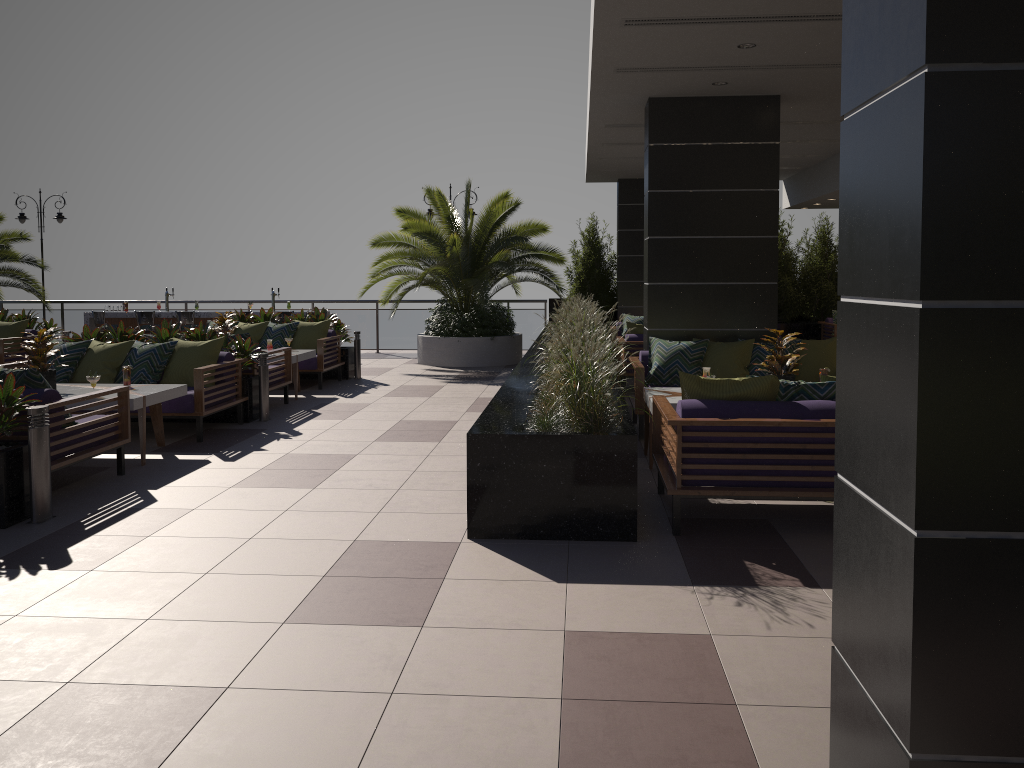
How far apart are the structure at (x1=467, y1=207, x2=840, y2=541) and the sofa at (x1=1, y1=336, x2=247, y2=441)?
2.78m

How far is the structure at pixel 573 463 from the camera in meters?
5.0

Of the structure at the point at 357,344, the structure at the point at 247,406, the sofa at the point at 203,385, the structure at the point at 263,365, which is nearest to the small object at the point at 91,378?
the sofa at the point at 203,385

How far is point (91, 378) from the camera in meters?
7.0

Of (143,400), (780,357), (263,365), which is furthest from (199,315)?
(780,357)

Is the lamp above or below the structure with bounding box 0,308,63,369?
above

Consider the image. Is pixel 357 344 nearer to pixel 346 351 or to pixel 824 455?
pixel 346 351

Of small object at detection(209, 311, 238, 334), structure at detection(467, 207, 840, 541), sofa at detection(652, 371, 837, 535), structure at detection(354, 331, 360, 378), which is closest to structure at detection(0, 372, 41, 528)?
structure at detection(467, 207, 840, 541)

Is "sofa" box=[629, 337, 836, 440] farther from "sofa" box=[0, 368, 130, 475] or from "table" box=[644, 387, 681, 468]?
"sofa" box=[0, 368, 130, 475]

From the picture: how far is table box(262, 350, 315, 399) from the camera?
10.80m
